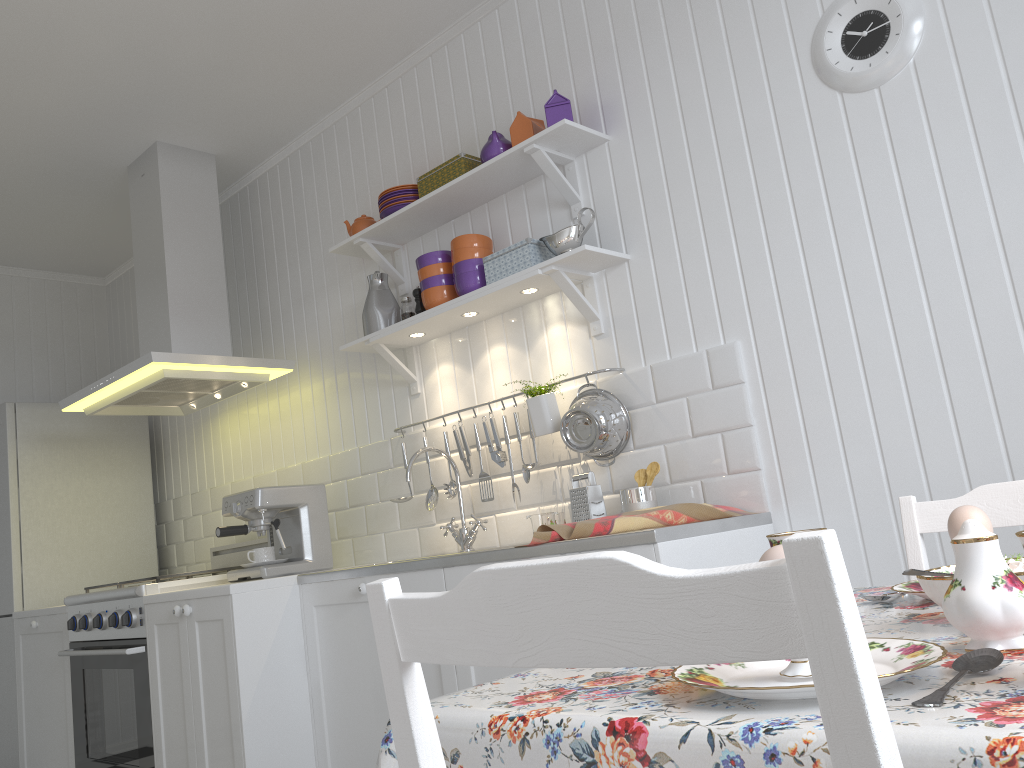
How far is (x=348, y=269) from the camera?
3.61m

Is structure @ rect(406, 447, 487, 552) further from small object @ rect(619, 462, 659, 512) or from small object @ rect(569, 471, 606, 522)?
small object @ rect(619, 462, 659, 512)

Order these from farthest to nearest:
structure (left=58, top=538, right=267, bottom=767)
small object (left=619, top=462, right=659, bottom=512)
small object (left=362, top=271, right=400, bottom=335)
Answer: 1. small object (left=362, top=271, right=400, bottom=335)
2. structure (left=58, top=538, right=267, bottom=767)
3. small object (left=619, top=462, right=659, bottom=512)

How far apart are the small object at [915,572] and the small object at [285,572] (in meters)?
2.54

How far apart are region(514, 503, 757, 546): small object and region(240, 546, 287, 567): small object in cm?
130

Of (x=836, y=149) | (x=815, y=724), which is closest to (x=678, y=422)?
(x=836, y=149)

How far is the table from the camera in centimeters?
50cm

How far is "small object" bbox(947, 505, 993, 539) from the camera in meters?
1.1

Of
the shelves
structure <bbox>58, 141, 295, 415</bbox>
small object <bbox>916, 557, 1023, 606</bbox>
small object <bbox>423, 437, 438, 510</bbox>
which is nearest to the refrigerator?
structure <bbox>58, 141, 295, 415</bbox>

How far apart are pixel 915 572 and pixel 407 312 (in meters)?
2.48
